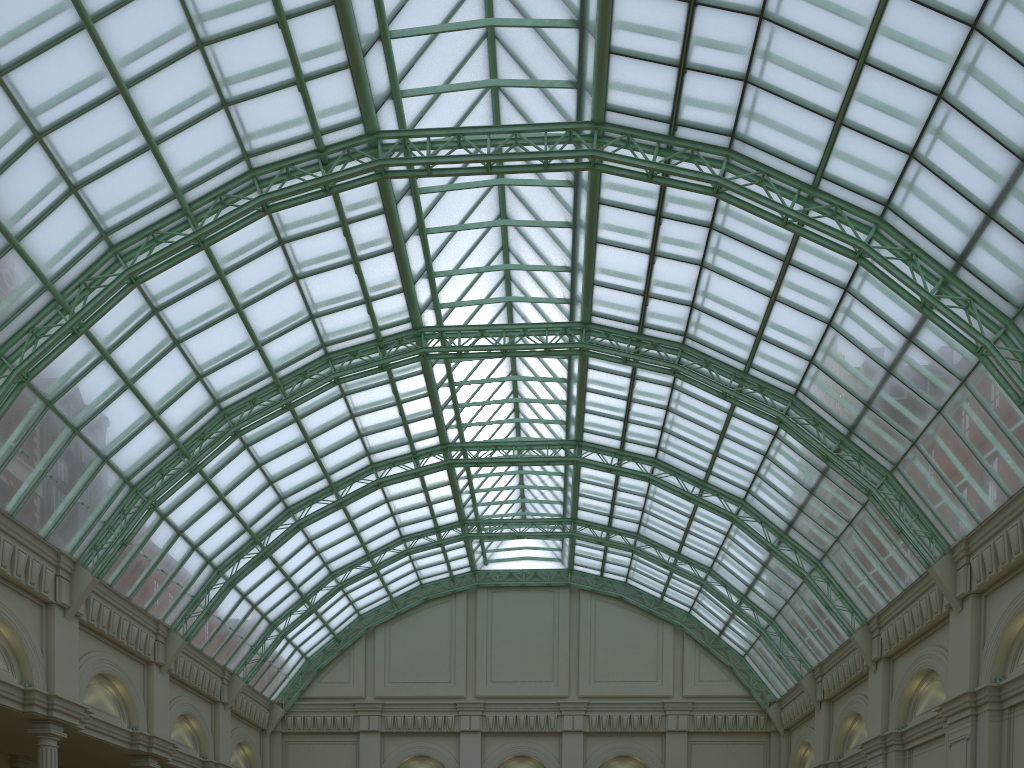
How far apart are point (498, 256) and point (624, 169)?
12.69m
